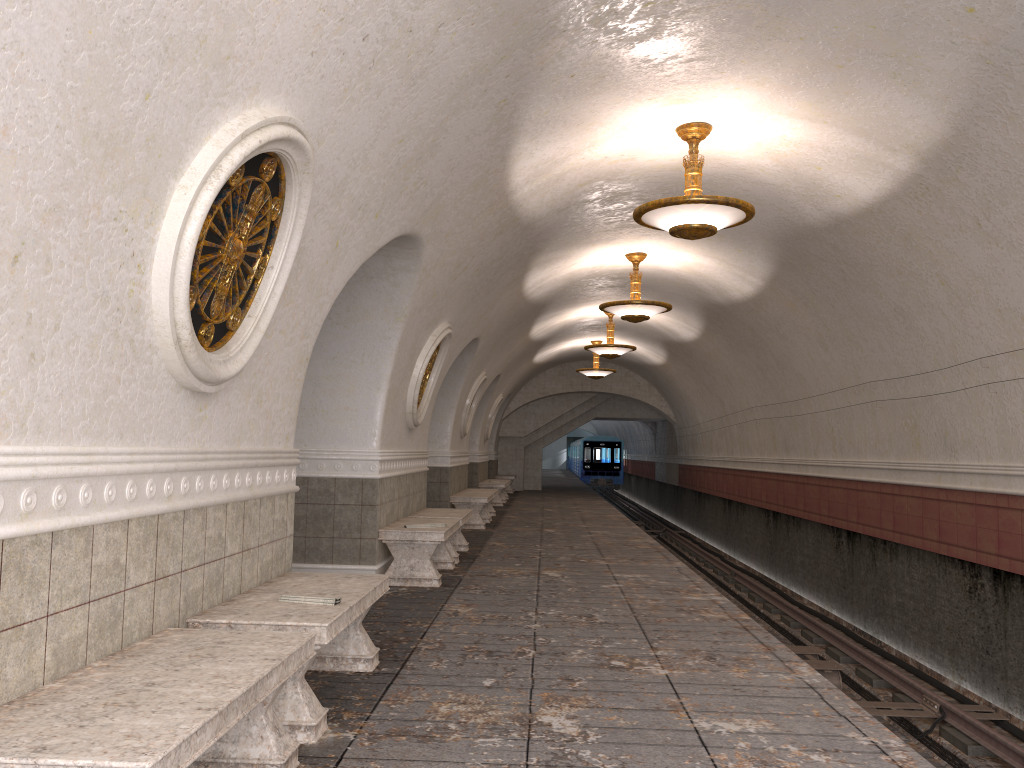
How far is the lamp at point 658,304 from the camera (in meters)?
11.84

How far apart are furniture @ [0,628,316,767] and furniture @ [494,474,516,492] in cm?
2285

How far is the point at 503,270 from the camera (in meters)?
10.34

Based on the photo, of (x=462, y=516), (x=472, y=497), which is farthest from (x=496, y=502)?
(x=462, y=516)

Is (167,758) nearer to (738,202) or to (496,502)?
(738,202)

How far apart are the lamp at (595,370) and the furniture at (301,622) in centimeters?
1655cm

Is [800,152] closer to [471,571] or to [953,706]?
[953,706]

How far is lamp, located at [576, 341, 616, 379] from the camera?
21.43m

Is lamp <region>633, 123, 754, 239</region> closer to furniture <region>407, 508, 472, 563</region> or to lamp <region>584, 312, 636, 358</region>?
furniture <region>407, 508, 472, 563</region>

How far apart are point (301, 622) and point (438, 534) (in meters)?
4.33
